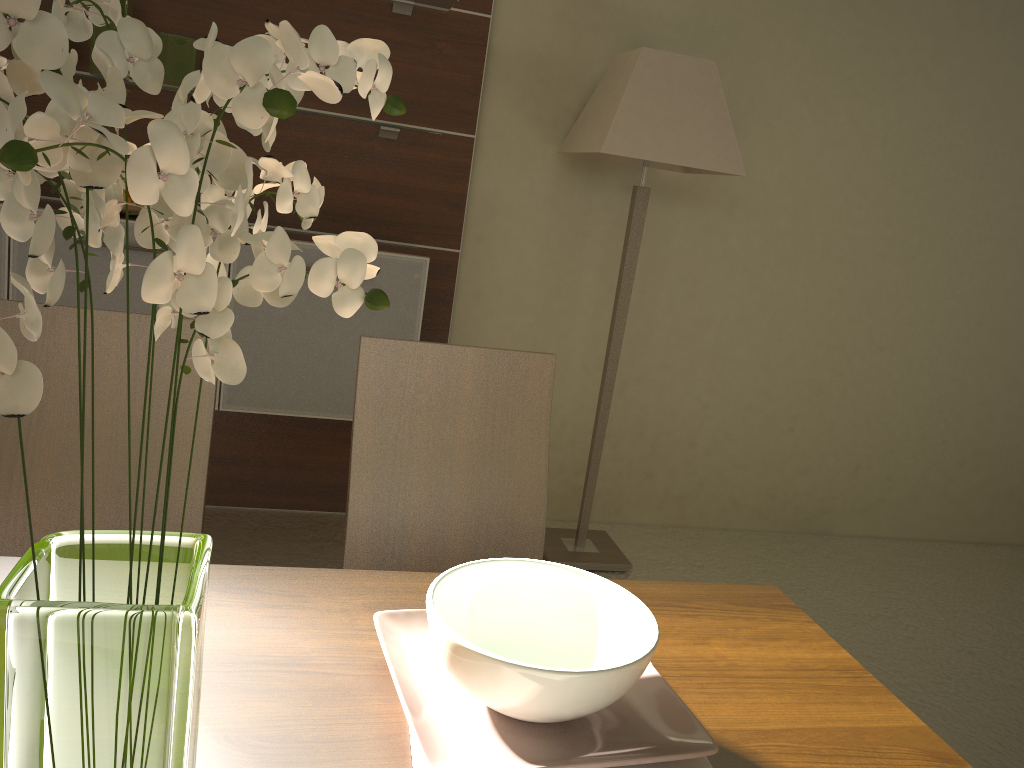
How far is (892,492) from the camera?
4.0m

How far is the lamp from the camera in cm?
277

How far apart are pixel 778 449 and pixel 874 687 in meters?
2.8

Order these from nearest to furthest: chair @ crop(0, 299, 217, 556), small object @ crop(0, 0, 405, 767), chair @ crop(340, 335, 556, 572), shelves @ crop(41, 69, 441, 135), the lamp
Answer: small object @ crop(0, 0, 405, 767) < chair @ crop(0, 299, 217, 556) < chair @ crop(340, 335, 556, 572) < shelves @ crop(41, 69, 441, 135) < the lamp

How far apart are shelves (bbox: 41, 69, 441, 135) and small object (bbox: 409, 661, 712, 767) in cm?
242

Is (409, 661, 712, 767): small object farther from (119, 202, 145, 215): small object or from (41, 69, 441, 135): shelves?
(41, 69, 441, 135): shelves

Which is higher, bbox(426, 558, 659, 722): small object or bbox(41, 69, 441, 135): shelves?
bbox(41, 69, 441, 135): shelves

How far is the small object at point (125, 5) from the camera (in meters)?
2.62

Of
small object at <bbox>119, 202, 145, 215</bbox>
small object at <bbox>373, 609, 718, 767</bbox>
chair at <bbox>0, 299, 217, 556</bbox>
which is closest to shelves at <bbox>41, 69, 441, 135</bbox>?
small object at <bbox>119, 202, 145, 215</bbox>

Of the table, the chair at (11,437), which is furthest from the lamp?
the table
